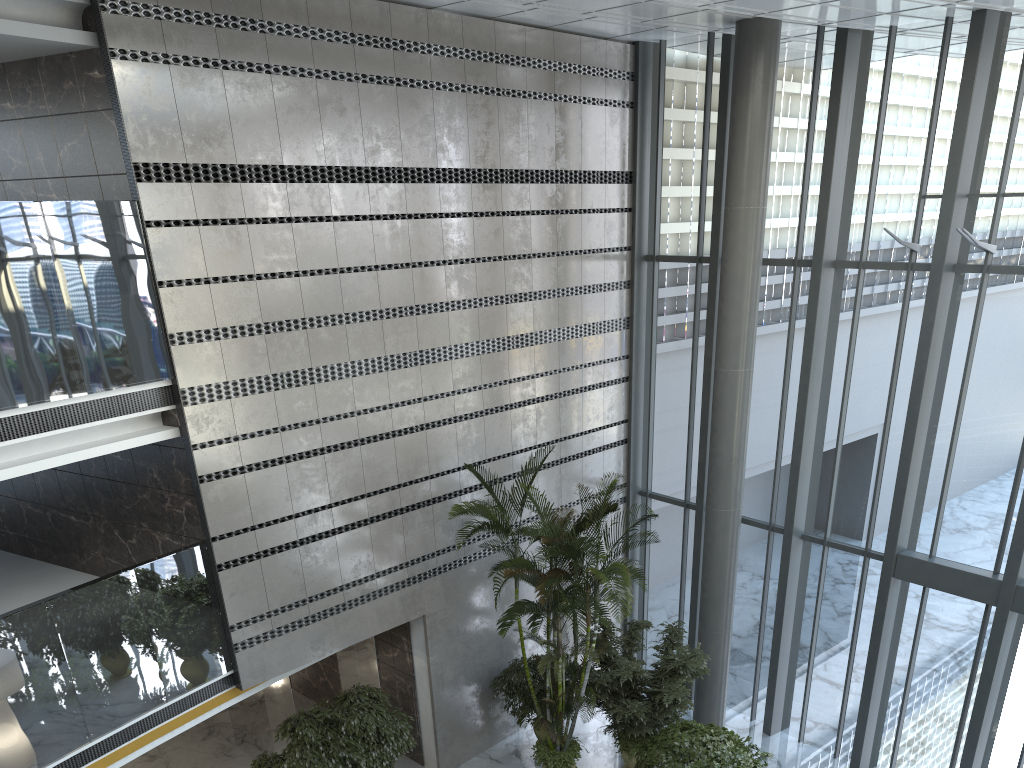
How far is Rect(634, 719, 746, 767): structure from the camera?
8.82m

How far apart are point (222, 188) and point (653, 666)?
7.40m

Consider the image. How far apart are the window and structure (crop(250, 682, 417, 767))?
4.64m

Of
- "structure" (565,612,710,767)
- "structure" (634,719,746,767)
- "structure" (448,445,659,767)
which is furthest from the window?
"structure" (448,445,659,767)

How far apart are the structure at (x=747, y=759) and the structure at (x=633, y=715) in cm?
103

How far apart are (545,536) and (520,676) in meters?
2.6 m

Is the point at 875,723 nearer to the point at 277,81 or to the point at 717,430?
the point at 717,430

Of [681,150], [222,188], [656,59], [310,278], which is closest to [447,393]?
[310,278]

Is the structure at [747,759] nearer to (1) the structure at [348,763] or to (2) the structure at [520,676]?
(2) the structure at [520,676]

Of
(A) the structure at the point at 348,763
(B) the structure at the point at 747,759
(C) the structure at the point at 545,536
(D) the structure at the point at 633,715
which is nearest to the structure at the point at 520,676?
(C) the structure at the point at 545,536
